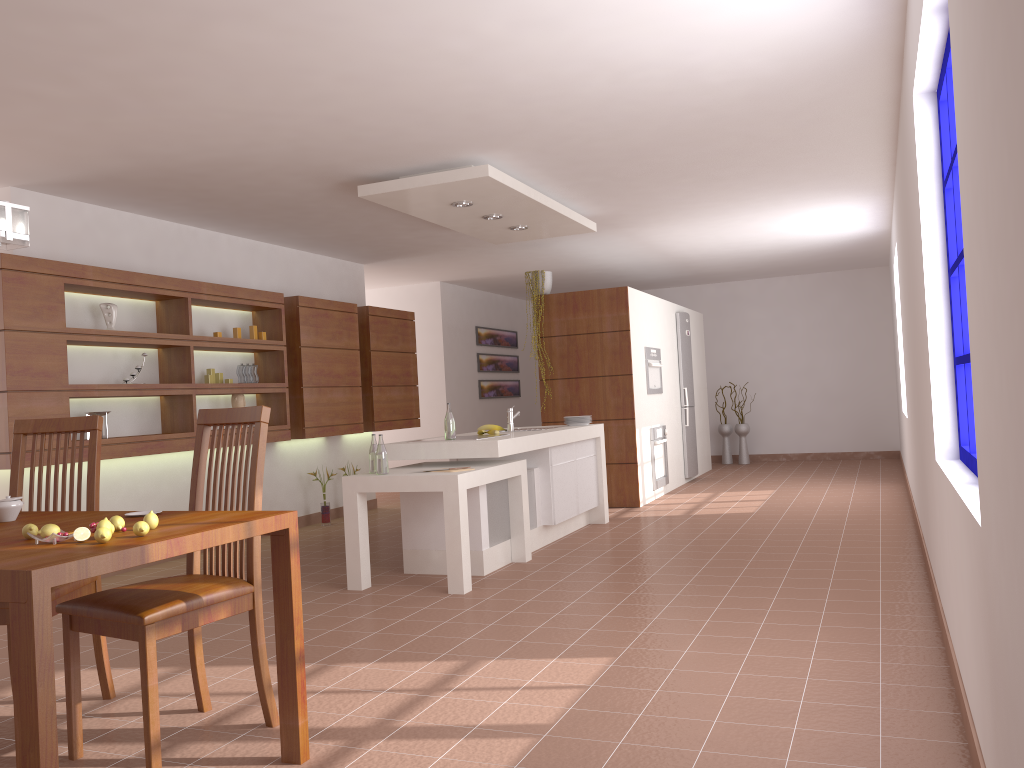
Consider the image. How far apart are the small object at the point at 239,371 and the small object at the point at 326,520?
1.54m

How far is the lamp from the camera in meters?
2.6 m

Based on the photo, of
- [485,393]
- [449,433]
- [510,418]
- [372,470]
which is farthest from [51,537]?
[485,393]

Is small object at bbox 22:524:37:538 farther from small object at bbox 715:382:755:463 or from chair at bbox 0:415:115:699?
small object at bbox 715:382:755:463

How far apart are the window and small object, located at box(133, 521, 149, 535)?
2.5m

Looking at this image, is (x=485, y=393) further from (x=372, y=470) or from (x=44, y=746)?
(x=44, y=746)

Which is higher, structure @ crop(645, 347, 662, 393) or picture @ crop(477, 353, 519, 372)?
picture @ crop(477, 353, 519, 372)

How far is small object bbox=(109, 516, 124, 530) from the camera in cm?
238

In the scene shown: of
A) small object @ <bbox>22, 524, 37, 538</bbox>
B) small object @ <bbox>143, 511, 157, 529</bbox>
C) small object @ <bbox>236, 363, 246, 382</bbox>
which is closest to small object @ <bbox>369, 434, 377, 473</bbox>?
small object @ <bbox>236, 363, 246, 382</bbox>

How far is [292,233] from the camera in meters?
7.3 m
